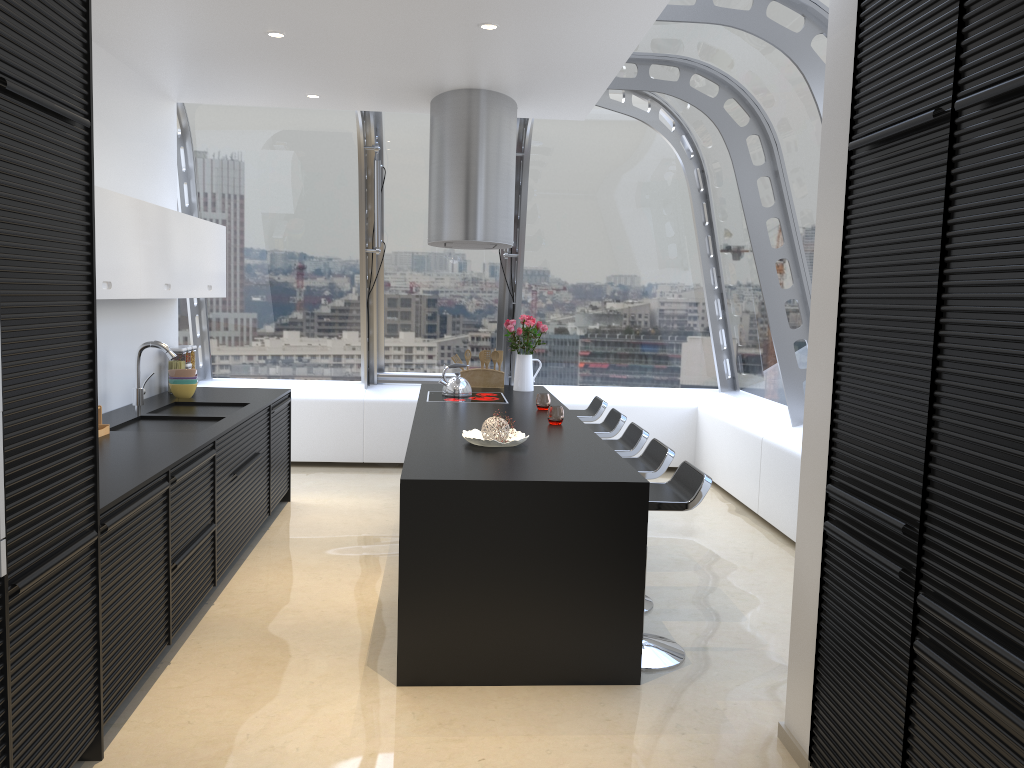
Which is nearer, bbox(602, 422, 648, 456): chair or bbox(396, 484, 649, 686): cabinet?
bbox(396, 484, 649, 686): cabinet

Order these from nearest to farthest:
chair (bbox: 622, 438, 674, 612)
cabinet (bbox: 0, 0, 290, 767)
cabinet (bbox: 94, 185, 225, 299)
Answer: cabinet (bbox: 0, 0, 290, 767), cabinet (bbox: 94, 185, 225, 299), chair (bbox: 622, 438, 674, 612)

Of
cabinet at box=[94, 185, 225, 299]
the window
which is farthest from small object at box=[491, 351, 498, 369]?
cabinet at box=[94, 185, 225, 299]

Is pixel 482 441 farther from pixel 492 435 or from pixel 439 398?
pixel 439 398

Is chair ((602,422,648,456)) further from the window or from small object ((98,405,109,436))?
small object ((98,405,109,436))

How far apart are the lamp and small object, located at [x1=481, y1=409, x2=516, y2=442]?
1.70m

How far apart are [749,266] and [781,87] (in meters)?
2.00

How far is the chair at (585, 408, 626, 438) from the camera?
5.7m

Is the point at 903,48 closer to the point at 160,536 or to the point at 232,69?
the point at 160,536

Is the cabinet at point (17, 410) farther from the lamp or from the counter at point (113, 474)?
the lamp
